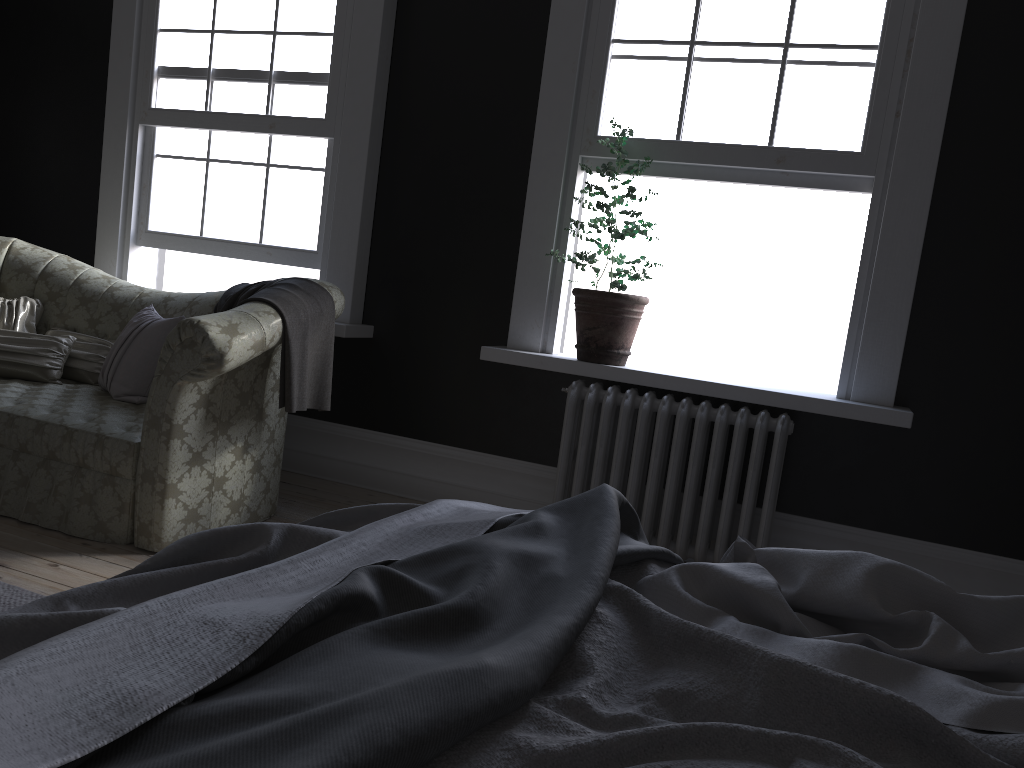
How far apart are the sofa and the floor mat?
0.6 meters

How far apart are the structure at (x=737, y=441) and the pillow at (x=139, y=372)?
1.9 meters

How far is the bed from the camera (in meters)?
0.90

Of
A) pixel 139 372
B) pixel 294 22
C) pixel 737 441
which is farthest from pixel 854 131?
pixel 139 372

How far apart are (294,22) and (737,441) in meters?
3.3

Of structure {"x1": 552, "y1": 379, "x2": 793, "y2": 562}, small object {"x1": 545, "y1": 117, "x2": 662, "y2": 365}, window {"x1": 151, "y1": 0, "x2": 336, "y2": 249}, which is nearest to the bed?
structure {"x1": 552, "y1": 379, "x2": 793, "y2": 562}

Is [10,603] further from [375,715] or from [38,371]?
[375,715]

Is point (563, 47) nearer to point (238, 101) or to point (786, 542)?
point (238, 101)

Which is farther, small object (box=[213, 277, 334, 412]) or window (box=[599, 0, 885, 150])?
window (box=[599, 0, 885, 150])

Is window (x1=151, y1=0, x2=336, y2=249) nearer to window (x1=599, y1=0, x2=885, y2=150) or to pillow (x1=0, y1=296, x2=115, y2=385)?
pillow (x1=0, y1=296, x2=115, y2=385)
